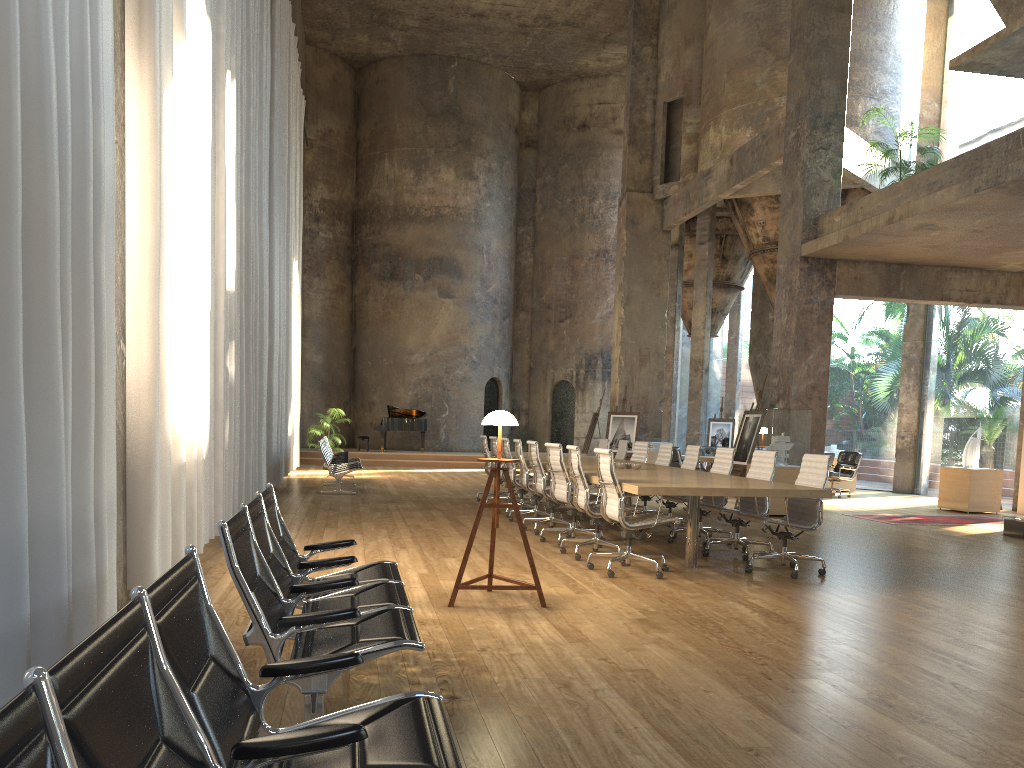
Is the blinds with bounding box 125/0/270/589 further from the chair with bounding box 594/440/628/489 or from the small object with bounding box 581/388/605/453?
the small object with bounding box 581/388/605/453

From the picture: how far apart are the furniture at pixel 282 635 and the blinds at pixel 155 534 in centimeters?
130cm

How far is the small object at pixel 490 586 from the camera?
5.64m

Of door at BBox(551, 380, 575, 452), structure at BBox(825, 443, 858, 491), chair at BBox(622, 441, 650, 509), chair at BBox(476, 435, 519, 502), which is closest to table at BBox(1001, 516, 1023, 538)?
chair at BBox(622, 441, 650, 509)

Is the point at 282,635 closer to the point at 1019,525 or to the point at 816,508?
the point at 816,508

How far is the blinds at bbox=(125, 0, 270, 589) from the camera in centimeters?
548cm

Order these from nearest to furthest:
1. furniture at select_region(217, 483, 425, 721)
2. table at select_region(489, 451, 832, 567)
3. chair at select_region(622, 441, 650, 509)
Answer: furniture at select_region(217, 483, 425, 721), table at select_region(489, 451, 832, 567), chair at select_region(622, 441, 650, 509)

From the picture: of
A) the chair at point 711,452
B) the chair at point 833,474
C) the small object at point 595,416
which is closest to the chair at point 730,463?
the chair at point 833,474

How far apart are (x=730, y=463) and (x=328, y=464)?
7.08m

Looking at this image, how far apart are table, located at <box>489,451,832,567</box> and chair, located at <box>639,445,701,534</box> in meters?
0.4
